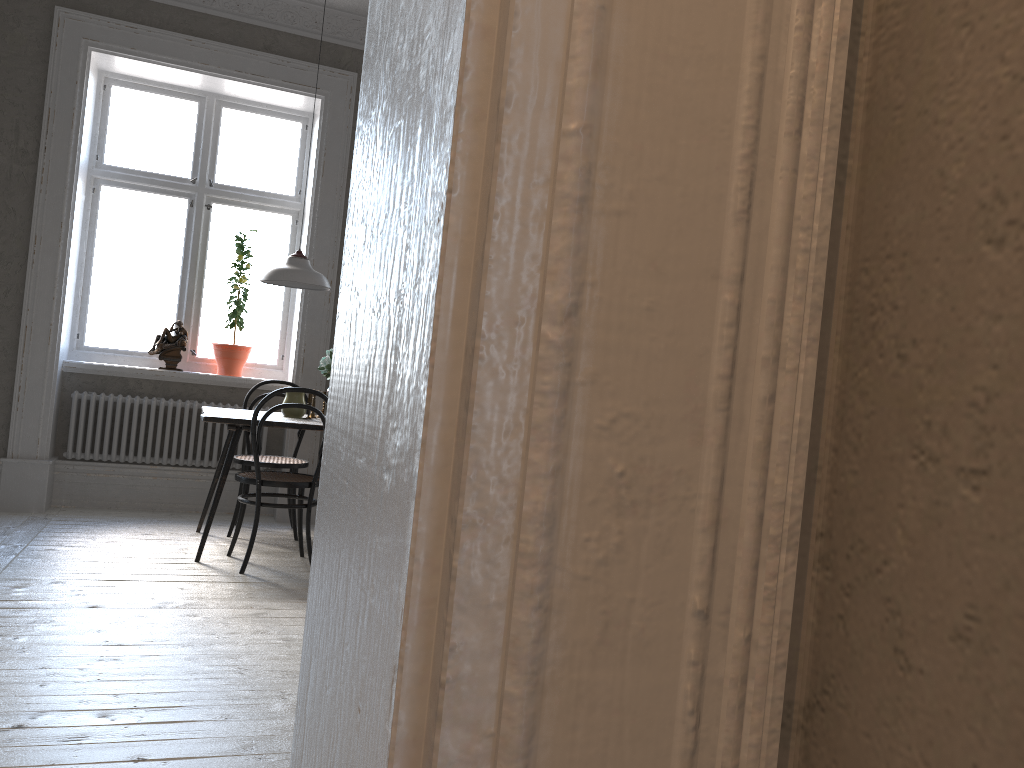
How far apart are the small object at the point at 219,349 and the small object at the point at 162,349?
0.20m

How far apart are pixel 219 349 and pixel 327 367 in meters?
1.4

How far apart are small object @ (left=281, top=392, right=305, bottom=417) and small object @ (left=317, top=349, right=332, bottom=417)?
0.2 meters

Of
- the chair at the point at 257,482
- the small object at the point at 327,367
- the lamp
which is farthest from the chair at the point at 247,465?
the lamp

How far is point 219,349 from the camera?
5.84m

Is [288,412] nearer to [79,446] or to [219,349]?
[219,349]

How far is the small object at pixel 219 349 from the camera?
5.84m

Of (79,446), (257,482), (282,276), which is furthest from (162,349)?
(257,482)

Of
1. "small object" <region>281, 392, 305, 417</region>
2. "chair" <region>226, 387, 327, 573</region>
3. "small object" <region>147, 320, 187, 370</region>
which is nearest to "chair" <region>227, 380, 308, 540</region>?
"small object" <region>281, 392, 305, 417</region>

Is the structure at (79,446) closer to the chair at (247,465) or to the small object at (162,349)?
the small object at (162,349)
